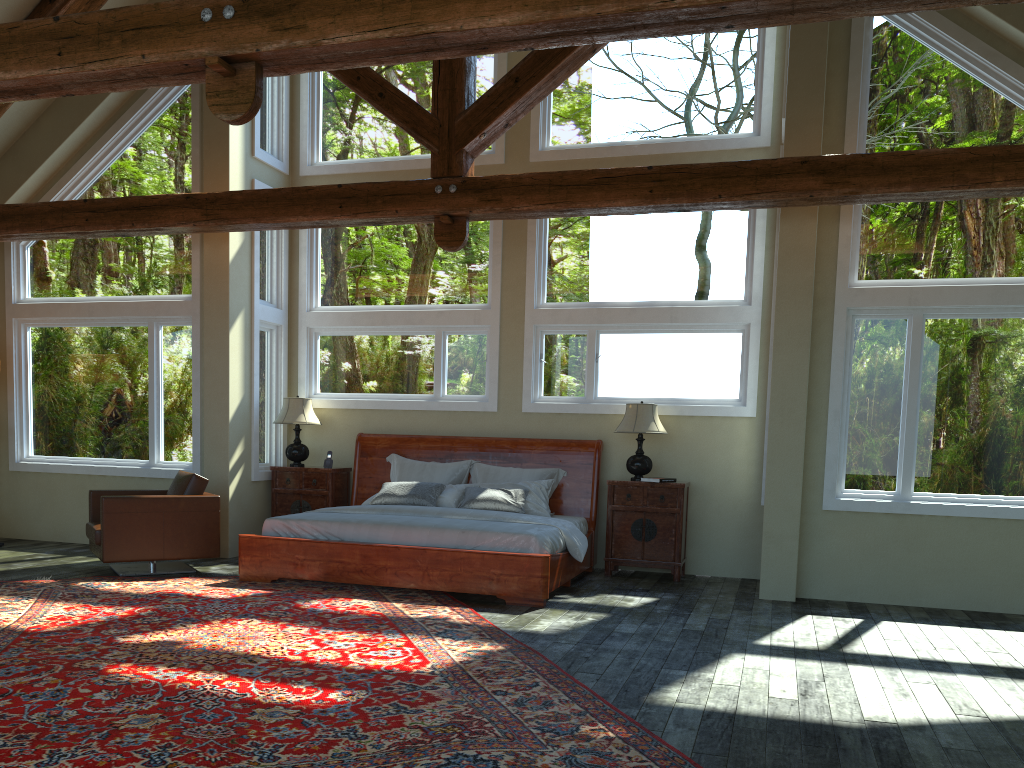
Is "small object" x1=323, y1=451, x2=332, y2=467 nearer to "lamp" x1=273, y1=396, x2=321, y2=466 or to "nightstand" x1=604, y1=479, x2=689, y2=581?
"lamp" x1=273, y1=396, x2=321, y2=466

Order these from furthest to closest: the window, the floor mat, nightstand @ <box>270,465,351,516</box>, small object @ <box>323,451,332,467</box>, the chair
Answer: small object @ <box>323,451,332,467</box>
nightstand @ <box>270,465,351,516</box>
the chair
the window
the floor mat

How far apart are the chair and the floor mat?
0.2m

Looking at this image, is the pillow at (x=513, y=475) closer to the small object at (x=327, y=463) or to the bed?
the bed

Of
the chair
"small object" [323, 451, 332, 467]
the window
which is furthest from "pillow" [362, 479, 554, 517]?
the chair

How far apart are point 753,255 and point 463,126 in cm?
304

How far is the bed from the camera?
6.89m

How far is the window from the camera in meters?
7.1

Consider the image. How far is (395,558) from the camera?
7.1 meters

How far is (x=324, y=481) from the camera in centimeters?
921cm
